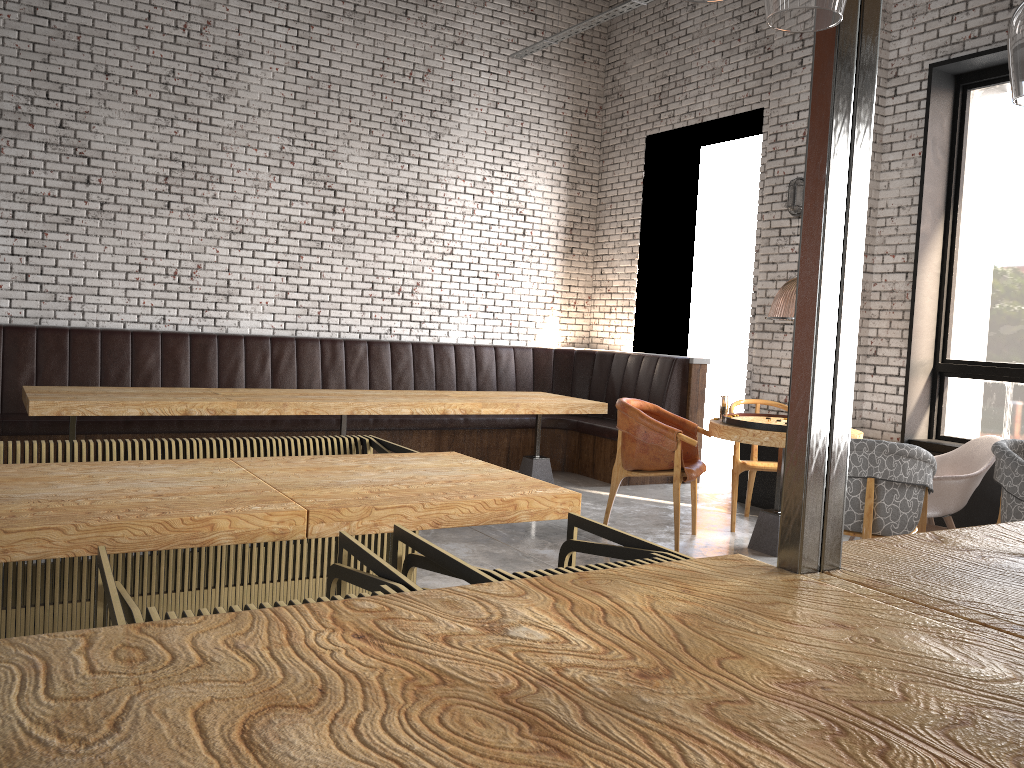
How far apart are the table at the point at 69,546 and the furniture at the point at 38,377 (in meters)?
3.48

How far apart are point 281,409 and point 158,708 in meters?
5.3

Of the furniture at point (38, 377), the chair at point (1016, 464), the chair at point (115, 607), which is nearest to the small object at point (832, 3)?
the chair at point (115, 607)

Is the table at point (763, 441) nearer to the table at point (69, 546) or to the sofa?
the sofa

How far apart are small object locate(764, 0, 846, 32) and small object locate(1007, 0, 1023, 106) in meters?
0.4 m

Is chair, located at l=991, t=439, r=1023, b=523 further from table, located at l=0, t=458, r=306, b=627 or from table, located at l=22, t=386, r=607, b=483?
table, located at l=0, t=458, r=306, b=627

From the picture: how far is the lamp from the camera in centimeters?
988cm

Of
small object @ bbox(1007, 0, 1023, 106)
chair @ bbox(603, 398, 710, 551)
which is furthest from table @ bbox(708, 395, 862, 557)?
small object @ bbox(1007, 0, 1023, 106)

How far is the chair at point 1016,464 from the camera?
4.2 meters

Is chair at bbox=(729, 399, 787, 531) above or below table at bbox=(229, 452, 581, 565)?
below
